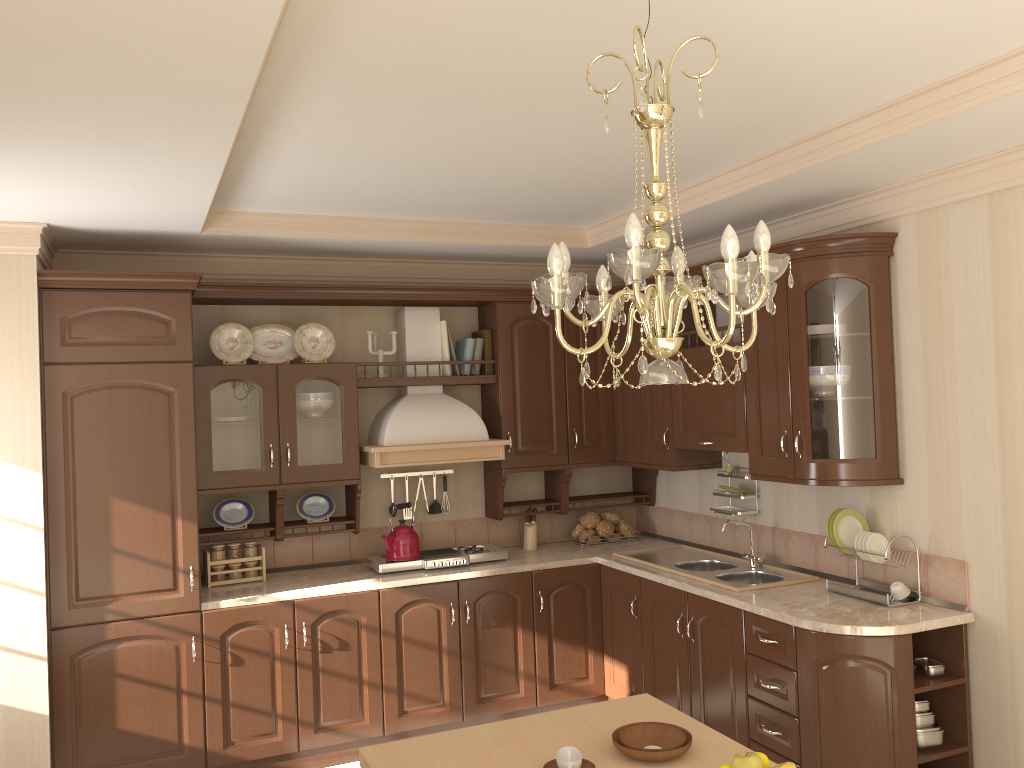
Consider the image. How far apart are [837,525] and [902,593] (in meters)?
0.36

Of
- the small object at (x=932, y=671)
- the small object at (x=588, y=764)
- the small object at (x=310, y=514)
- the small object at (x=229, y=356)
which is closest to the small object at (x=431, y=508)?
the small object at (x=310, y=514)

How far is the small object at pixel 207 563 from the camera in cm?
430

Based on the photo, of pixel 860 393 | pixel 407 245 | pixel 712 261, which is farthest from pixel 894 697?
pixel 407 245

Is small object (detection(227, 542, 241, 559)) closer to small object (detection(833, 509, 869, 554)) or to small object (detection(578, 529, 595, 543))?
small object (detection(578, 529, 595, 543))

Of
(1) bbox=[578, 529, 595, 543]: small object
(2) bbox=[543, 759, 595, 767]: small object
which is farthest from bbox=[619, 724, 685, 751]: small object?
(1) bbox=[578, 529, 595, 543]: small object

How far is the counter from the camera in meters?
3.3 m

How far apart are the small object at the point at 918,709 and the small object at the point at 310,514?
2.8m

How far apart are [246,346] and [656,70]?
3.1 meters

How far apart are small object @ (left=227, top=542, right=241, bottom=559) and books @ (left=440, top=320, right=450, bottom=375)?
1.41m
